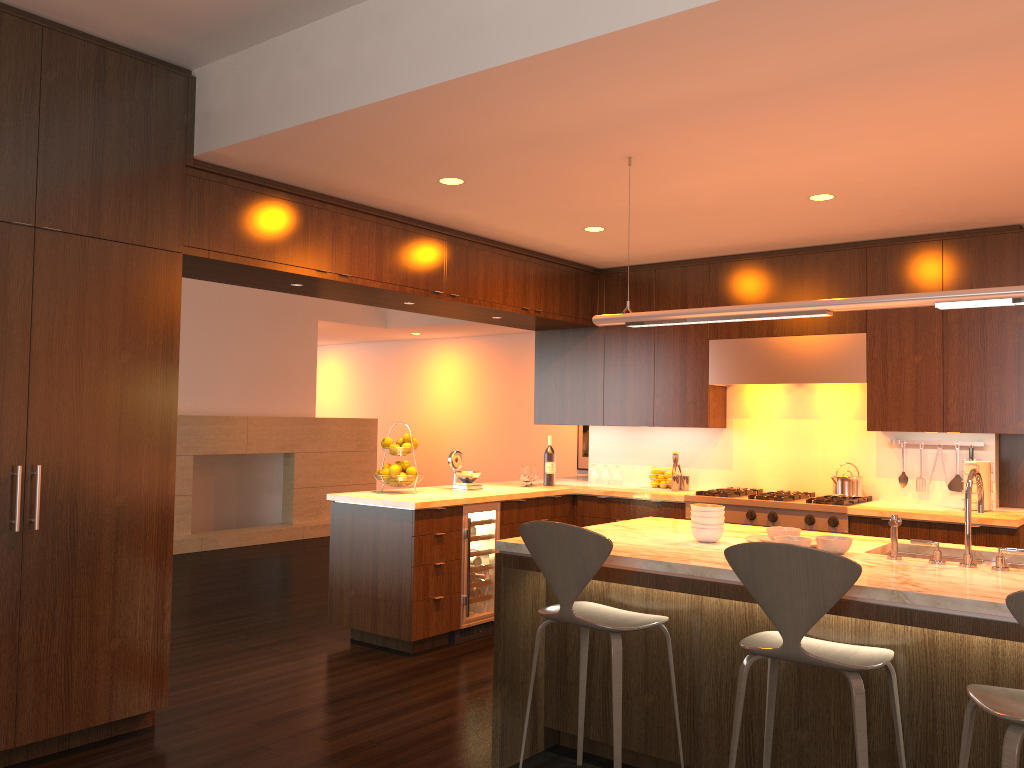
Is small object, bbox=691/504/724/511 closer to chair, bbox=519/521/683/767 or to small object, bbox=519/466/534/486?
chair, bbox=519/521/683/767

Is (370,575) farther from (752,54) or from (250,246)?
(752,54)

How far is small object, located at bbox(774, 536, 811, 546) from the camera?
3.3 meters

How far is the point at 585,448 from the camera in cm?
1141

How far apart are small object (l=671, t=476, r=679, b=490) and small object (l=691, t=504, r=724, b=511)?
2.65m

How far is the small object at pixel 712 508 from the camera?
3.60m

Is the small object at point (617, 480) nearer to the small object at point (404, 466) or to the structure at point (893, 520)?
the small object at point (404, 466)

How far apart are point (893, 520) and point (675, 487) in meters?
3.1 m

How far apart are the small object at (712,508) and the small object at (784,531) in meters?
0.2

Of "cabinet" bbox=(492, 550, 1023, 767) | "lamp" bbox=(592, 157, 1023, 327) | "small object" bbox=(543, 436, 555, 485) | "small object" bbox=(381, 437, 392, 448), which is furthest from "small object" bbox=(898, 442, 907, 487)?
"small object" bbox=(381, 437, 392, 448)
